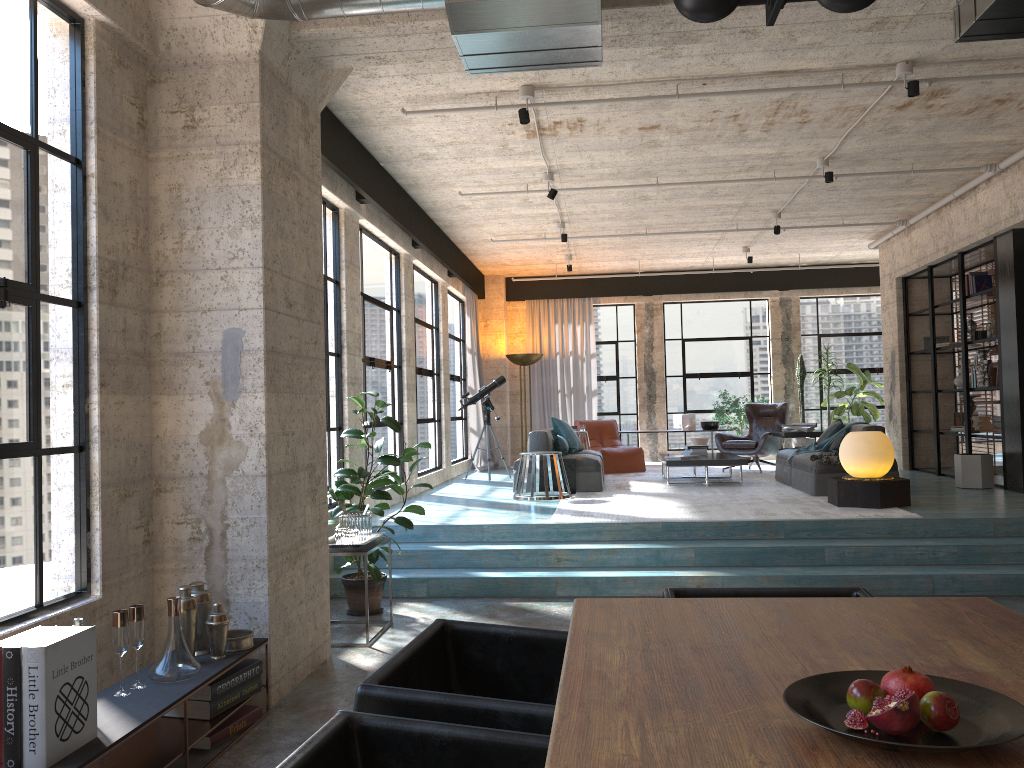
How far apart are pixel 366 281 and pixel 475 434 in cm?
541

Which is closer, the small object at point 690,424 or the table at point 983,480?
the table at point 983,480

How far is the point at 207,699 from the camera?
3.7 meters

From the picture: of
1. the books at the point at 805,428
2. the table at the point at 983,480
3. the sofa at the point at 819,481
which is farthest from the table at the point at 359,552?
the books at the point at 805,428

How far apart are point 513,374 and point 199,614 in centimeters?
1159cm

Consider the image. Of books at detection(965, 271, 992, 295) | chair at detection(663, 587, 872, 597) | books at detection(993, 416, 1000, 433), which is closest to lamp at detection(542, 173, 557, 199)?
books at detection(965, 271, 992, 295)

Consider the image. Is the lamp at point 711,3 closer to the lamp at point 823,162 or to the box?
the lamp at point 823,162

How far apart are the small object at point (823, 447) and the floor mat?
0.43m

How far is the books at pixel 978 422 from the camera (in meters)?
10.15

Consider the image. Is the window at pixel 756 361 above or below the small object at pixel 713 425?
above
